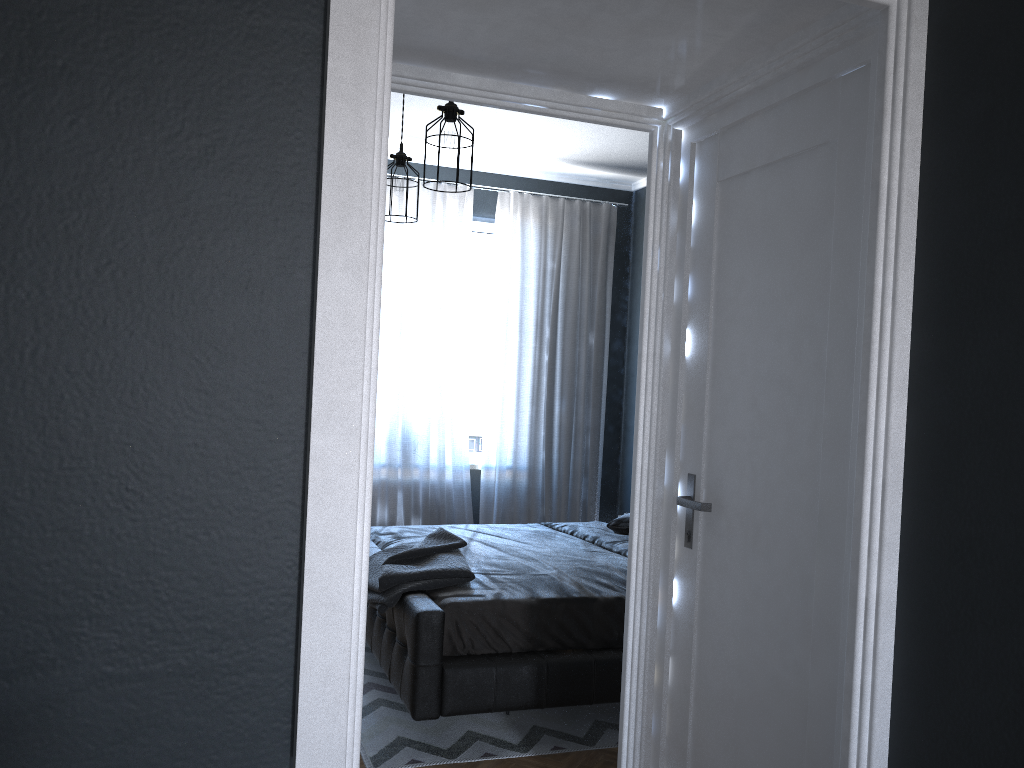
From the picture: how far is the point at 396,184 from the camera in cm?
468

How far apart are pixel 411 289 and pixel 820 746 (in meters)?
4.54

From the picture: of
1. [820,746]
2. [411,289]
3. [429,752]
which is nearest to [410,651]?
[429,752]

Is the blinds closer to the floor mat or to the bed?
the bed

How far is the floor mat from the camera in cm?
332

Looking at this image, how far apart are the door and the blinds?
3.60m

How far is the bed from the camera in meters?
3.3

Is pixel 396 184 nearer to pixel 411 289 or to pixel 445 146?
pixel 445 146

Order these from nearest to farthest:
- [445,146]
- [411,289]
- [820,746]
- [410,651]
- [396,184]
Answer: [820,746], [410,651], [445,146], [396,184], [411,289]

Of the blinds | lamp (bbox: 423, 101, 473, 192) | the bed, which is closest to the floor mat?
the bed
